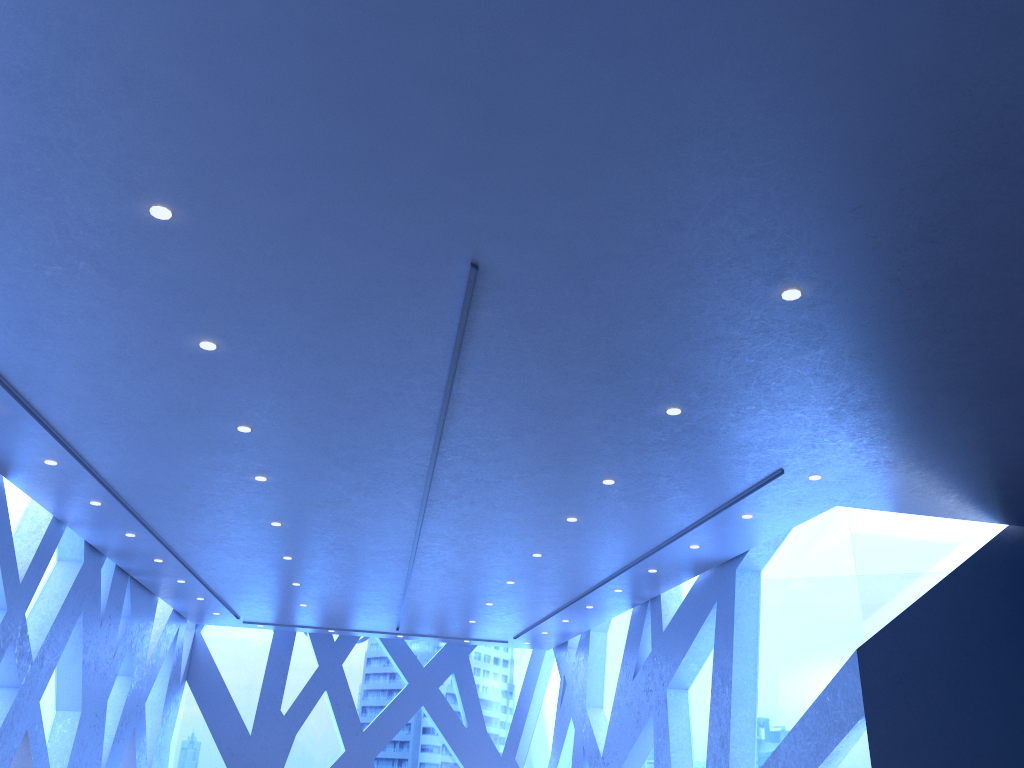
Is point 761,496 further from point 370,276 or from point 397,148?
point 397,148

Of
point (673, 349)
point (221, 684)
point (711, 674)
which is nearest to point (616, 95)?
point (673, 349)
